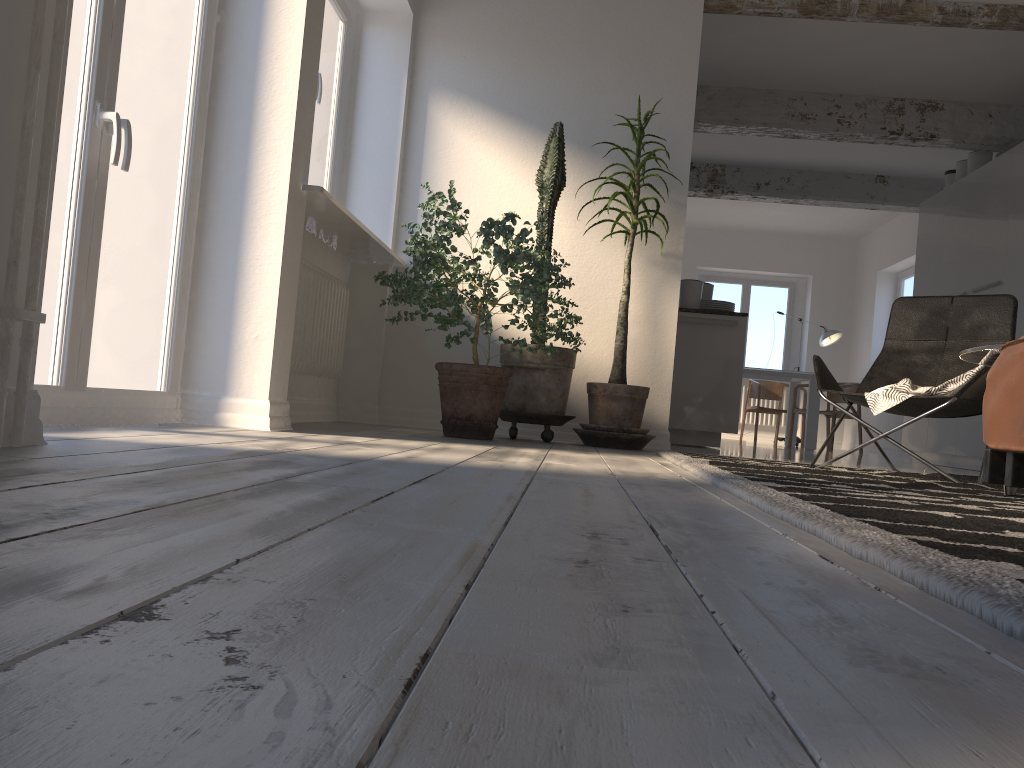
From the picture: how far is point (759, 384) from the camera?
10.82m

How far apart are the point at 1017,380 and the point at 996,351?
1.46m

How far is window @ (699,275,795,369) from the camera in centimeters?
1264cm

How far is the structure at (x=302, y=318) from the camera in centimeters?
420cm

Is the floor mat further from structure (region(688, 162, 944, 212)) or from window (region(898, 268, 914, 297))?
window (region(898, 268, 914, 297))

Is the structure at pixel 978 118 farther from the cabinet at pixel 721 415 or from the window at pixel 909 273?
the window at pixel 909 273

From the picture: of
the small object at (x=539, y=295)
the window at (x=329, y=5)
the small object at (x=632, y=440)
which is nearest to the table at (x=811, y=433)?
the small object at (x=632, y=440)

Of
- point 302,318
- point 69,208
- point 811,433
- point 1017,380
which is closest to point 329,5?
point 302,318

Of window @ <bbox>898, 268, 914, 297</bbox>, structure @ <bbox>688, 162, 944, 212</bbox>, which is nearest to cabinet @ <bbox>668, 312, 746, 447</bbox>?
structure @ <bbox>688, 162, 944, 212</bbox>

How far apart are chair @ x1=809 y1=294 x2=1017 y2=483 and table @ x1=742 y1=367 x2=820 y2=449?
5.8m
